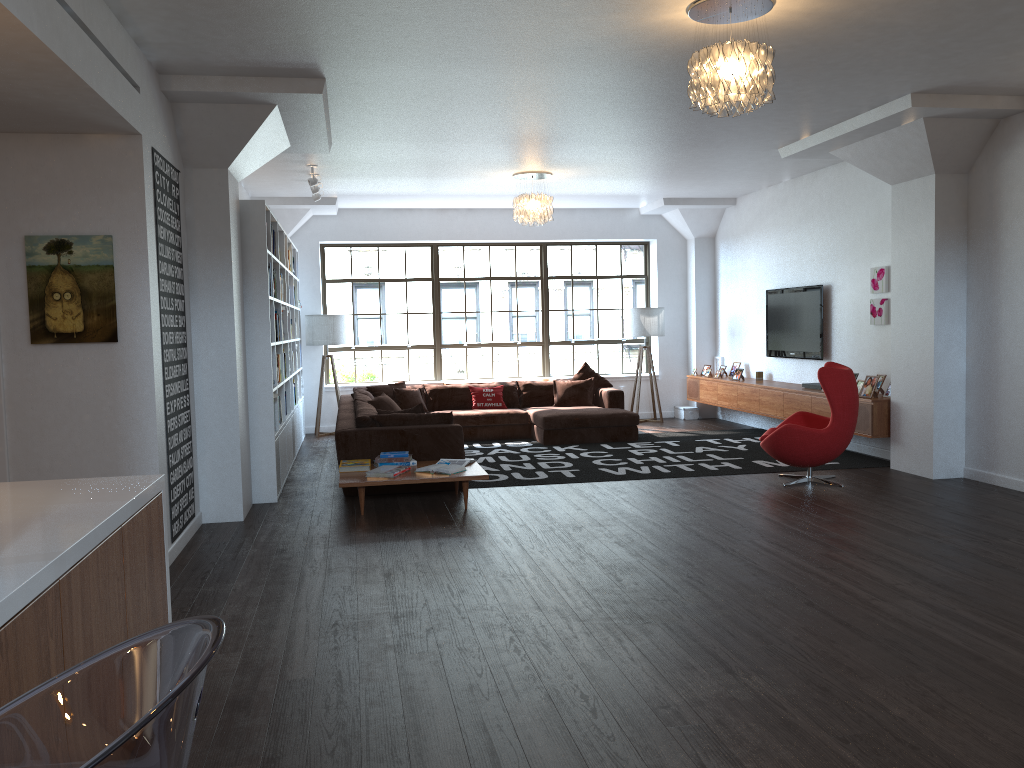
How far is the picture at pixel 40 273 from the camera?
4.9m

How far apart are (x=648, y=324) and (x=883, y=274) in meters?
3.9 m

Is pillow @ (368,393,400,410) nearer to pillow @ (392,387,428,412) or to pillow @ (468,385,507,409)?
pillow @ (392,387,428,412)

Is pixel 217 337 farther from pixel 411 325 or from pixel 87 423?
pixel 411 325

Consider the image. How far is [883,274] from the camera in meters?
8.5 m

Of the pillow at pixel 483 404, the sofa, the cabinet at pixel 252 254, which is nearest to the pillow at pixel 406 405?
the sofa

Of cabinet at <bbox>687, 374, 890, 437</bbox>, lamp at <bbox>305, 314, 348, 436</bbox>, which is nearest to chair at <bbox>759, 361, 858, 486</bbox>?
cabinet at <bbox>687, 374, 890, 437</bbox>

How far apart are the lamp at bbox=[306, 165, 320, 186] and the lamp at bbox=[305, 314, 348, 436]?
2.9m

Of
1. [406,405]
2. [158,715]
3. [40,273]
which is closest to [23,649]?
[158,715]

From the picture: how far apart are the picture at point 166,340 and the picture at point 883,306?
6.3m
